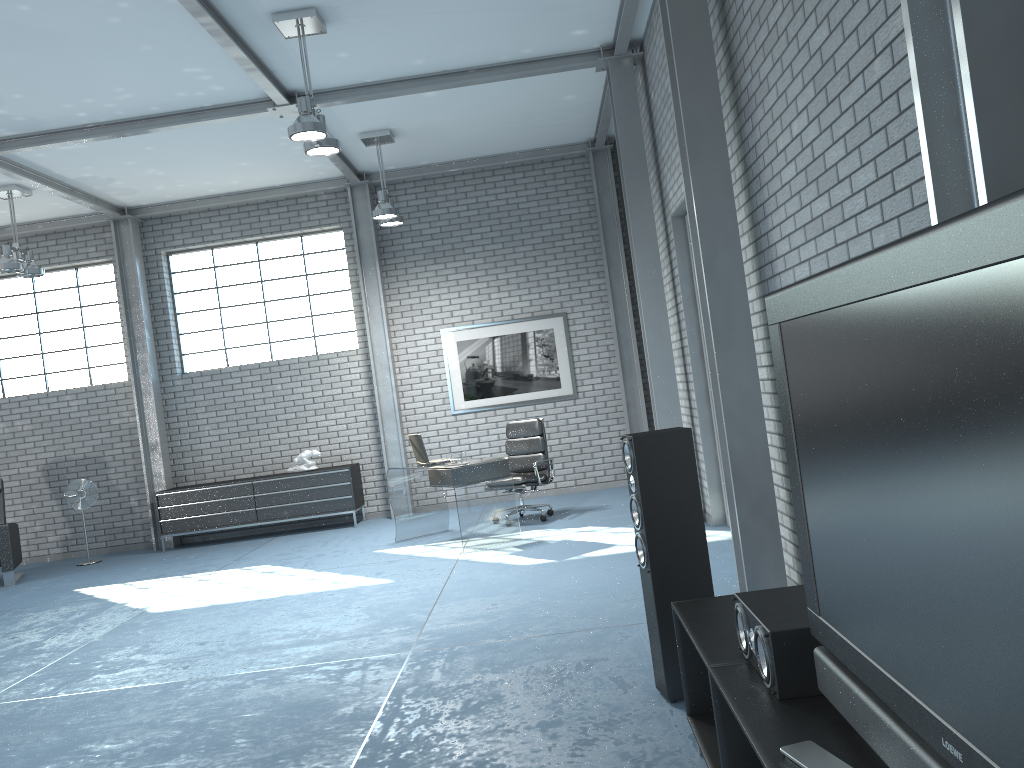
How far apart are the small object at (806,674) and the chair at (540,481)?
6.0 meters

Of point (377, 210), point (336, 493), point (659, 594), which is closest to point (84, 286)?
point (336, 493)

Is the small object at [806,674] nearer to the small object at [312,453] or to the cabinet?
the cabinet

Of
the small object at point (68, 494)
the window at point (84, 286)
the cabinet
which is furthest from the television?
the window at point (84, 286)

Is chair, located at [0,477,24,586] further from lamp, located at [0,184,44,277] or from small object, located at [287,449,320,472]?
small object, located at [287,449,320,472]

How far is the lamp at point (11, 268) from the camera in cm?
873

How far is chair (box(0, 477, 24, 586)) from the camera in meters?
9.0

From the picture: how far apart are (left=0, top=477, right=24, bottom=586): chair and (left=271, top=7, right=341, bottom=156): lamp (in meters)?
5.54

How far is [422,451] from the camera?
8.0 meters

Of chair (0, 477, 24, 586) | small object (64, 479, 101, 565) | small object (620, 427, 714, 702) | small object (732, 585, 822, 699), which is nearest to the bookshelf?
small object (732, 585, 822, 699)
